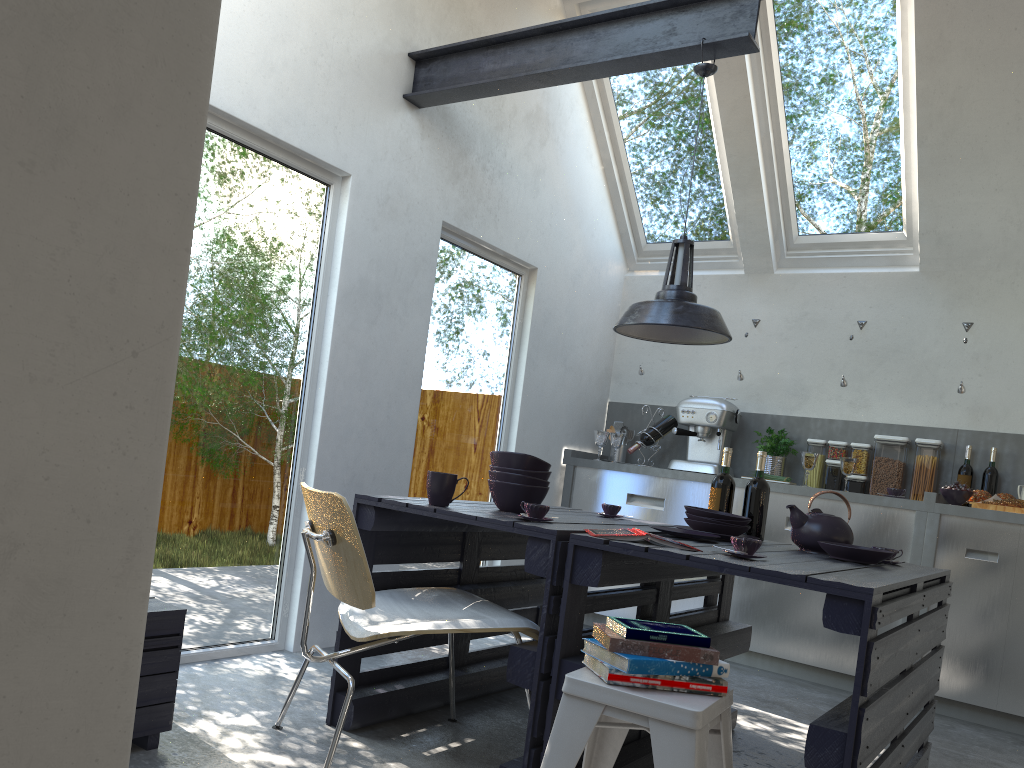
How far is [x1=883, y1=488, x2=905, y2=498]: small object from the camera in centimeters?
477cm

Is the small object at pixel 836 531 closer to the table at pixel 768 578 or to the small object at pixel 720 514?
the table at pixel 768 578

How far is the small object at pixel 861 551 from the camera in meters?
2.9

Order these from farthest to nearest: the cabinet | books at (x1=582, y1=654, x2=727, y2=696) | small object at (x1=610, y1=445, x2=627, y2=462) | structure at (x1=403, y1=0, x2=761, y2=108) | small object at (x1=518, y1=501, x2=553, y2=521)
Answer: small object at (x1=610, y1=445, x2=627, y2=462) → the cabinet → structure at (x1=403, y1=0, x2=761, y2=108) → small object at (x1=518, y1=501, x2=553, y2=521) → books at (x1=582, y1=654, x2=727, y2=696)

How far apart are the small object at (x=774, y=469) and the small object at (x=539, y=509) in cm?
298

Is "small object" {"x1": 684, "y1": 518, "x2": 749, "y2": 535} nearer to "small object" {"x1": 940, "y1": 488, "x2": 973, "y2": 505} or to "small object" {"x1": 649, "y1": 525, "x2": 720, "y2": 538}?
"small object" {"x1": 649, "y1": 525, "x2": 720, "y2": 538}

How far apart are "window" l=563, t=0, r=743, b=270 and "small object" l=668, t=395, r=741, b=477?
1.04m

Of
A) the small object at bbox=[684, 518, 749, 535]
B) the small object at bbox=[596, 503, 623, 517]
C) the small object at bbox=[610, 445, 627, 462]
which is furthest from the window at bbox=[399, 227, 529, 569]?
the small object at bbox=[684, 518, 749, 535]

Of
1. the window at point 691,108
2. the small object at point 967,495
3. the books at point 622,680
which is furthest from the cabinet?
the books at point 622,680

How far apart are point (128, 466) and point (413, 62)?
3.6 meters
